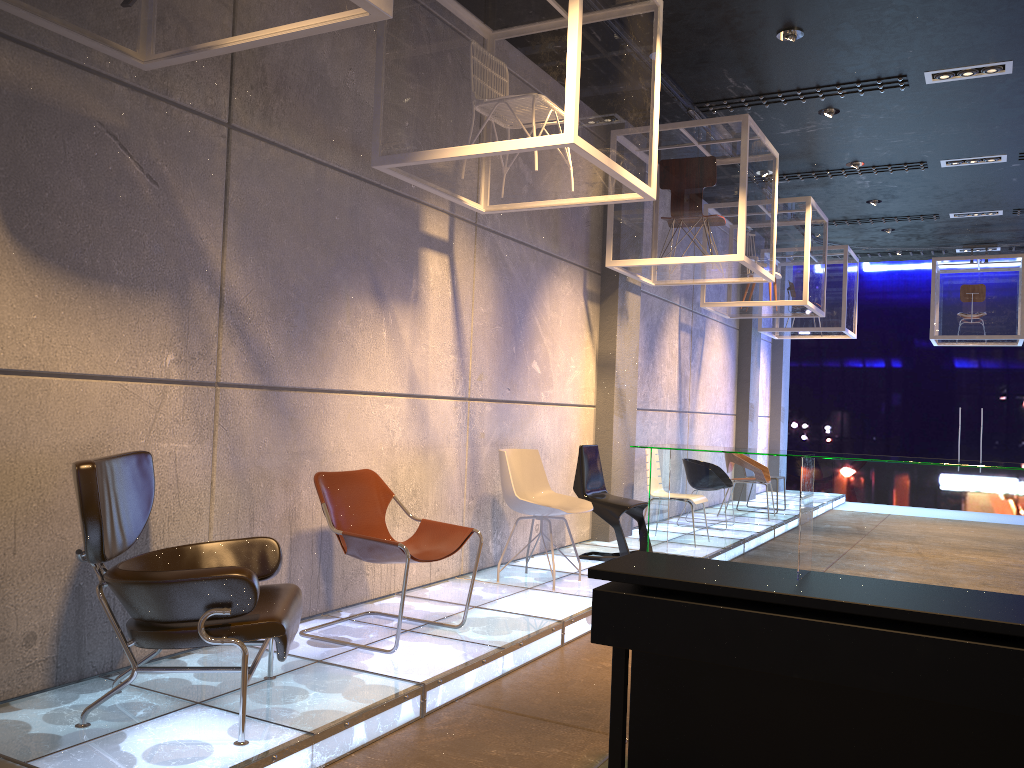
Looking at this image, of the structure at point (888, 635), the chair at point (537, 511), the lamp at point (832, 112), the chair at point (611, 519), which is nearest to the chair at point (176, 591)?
the structure at point (888, 635)

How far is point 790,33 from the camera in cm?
622

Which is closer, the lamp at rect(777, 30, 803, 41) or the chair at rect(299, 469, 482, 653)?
the chair at rect(299, 469, 482, 653)

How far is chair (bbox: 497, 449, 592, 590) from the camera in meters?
5.9 m

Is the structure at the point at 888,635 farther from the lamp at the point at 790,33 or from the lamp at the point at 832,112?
the lamp at the point at 832,112

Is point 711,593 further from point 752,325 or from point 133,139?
point 752,325

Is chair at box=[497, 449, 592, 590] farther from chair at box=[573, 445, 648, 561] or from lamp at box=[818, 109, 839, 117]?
lamp at box=[818, 109, 839, 117]

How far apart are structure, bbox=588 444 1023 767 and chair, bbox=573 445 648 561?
3.8m

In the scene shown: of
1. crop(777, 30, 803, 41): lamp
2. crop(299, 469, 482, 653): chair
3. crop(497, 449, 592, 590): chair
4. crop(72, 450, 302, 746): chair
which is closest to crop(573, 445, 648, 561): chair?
crop(497, 449, 592, 590): chair

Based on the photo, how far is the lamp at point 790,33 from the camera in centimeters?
622cm
